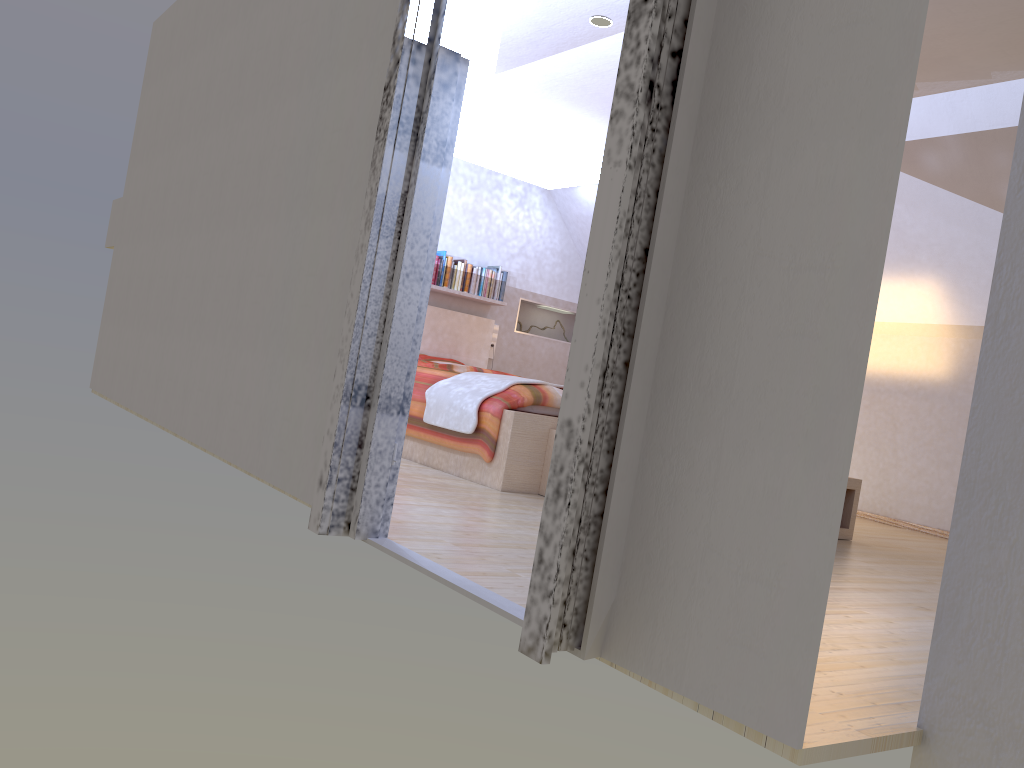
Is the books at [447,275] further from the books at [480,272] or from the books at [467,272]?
the books at [480,272]

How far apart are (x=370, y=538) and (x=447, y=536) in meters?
0.3

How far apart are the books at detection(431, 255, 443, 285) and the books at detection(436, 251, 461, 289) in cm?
6

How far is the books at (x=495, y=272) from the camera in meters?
7.2 m

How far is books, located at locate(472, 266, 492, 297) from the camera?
7.11m

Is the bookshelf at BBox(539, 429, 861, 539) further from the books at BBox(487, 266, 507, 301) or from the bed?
the books at BBox(487, 266, 507, 301)

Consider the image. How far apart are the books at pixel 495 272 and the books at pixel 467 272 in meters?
0.2

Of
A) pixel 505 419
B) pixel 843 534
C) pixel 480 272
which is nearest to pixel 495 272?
pixel 480 272

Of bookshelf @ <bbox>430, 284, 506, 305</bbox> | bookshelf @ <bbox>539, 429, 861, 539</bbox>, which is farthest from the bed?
bookshelf @ <bbox>430, 284, 506, 305</bbox>

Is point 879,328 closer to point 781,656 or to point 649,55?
point 649,55
